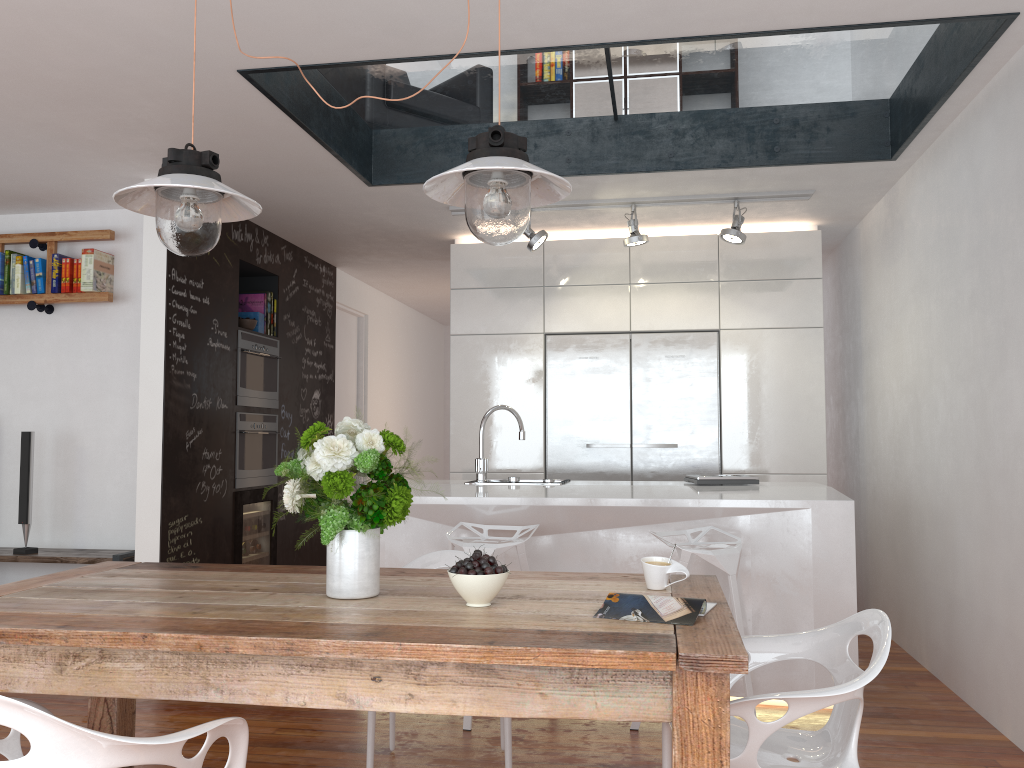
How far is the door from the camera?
7.44m

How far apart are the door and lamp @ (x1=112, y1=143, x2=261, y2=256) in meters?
4.8 m

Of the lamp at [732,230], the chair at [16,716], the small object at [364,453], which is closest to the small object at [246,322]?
the lamp at [732,230]

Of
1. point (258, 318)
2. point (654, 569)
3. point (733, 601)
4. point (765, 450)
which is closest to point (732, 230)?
point (765, 450)

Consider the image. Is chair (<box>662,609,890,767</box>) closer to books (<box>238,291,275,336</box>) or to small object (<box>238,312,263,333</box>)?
small object (<box>238,312,263,333</box>)

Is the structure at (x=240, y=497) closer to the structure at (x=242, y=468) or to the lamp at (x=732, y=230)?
the structure at (x=242, y=468)

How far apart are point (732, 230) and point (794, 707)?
3.5m

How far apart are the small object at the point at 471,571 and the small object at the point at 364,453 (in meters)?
0.19

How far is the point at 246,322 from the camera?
5.59m

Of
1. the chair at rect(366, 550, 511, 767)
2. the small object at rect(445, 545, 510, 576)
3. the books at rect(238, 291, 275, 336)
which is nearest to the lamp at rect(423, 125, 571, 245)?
the small object at rect(445, 545, 510, 576)
